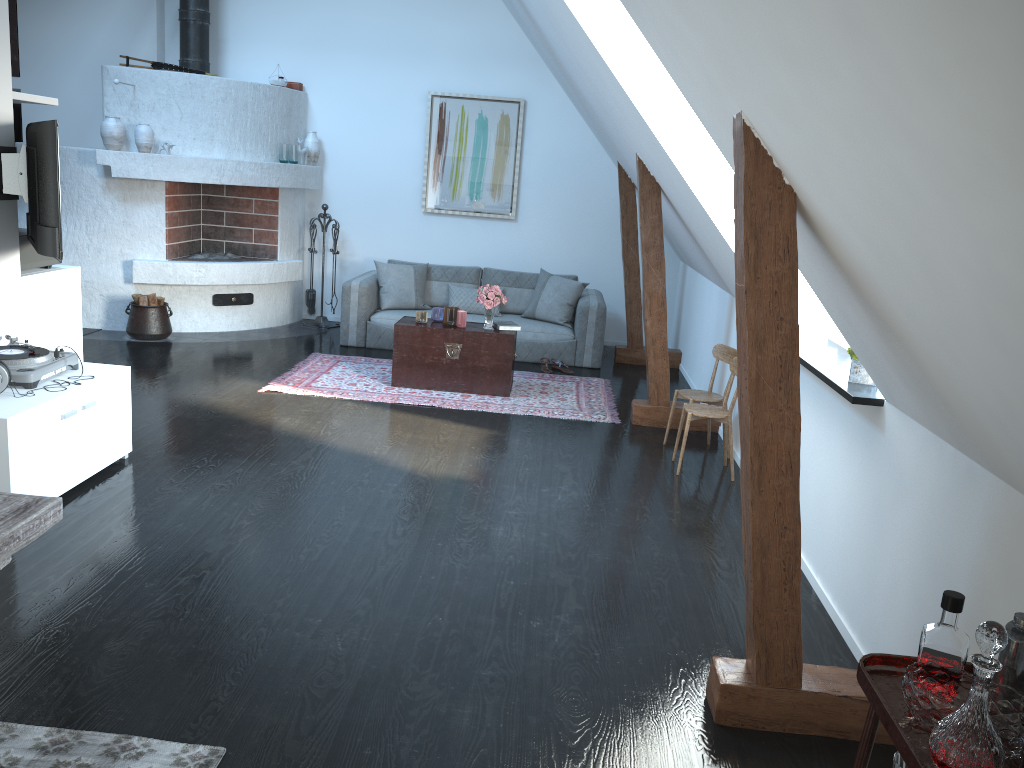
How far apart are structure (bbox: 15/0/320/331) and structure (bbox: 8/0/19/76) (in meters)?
1.58

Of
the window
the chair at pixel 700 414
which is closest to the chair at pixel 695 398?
the chair at pixel 700 414

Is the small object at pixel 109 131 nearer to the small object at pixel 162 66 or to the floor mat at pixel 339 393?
the small object at pixel 162 66

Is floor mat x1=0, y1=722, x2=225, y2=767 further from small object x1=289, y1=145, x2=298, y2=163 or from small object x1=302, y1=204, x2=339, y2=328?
small object x1=289, y1=145, x2=298, y2=163

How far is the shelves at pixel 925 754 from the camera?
1.56m

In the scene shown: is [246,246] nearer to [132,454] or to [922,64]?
[132,454]

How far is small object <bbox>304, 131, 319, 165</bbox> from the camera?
8.9m

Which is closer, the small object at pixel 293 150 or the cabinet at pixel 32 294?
the cabinet at pixel 32 294

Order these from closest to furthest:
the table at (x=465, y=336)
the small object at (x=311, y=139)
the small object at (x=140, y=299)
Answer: the table at (x=465, y=336) < the small object at (x=140, y=299) < the small object at (x=311, y=139)

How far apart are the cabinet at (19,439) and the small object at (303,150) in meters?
4.7
